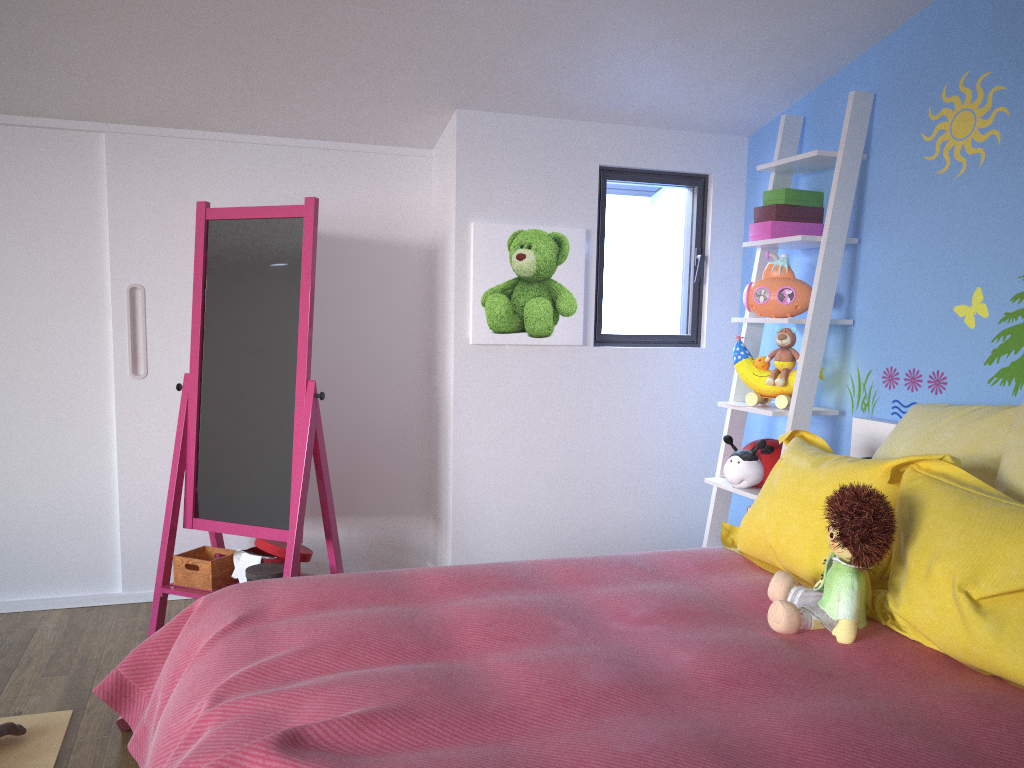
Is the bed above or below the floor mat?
above

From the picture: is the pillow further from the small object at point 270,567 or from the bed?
the small object at point 270,567

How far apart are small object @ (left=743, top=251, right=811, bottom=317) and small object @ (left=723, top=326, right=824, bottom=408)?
0.05m

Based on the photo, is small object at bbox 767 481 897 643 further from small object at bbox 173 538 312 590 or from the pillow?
small object at bbox 173 538 312 590

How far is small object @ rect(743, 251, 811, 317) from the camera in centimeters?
302cm

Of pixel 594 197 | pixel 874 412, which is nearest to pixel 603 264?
pixel 594 197

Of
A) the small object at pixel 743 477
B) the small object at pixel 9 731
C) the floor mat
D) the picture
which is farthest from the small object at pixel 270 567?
the small object at pixel 743 477

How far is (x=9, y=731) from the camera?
2.2m

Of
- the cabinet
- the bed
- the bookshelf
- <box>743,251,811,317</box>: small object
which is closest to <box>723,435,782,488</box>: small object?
the bookshelf

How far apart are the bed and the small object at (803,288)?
0.43m
